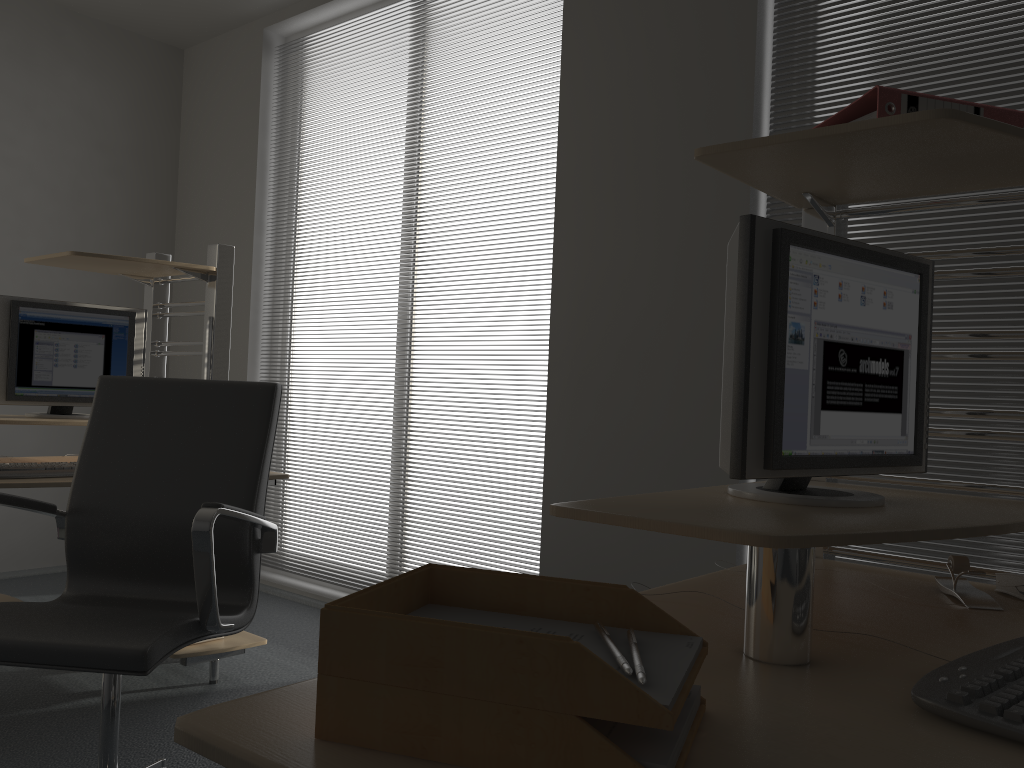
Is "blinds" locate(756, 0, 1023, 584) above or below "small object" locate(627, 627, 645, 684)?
above

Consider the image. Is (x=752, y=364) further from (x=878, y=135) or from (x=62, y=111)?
(x=62, y=111)

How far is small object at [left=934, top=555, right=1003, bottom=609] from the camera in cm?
144

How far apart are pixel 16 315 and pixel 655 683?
3.0m

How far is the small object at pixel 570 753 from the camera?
0.7 meters

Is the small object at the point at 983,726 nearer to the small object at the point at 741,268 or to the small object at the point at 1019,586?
the small object at the point at 741,268

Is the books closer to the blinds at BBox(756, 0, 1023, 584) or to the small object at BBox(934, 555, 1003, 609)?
the small object at BBox(934, 555, 1003, 609)

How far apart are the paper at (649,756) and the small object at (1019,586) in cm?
92

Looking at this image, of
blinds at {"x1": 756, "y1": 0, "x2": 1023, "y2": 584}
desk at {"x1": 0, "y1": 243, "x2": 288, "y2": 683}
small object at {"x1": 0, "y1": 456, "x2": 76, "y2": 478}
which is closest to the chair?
desk at {"x1": 0, "y1": 243, "x2": 288, "y2": 683}

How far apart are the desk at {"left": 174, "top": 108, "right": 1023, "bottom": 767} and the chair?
0.9m
